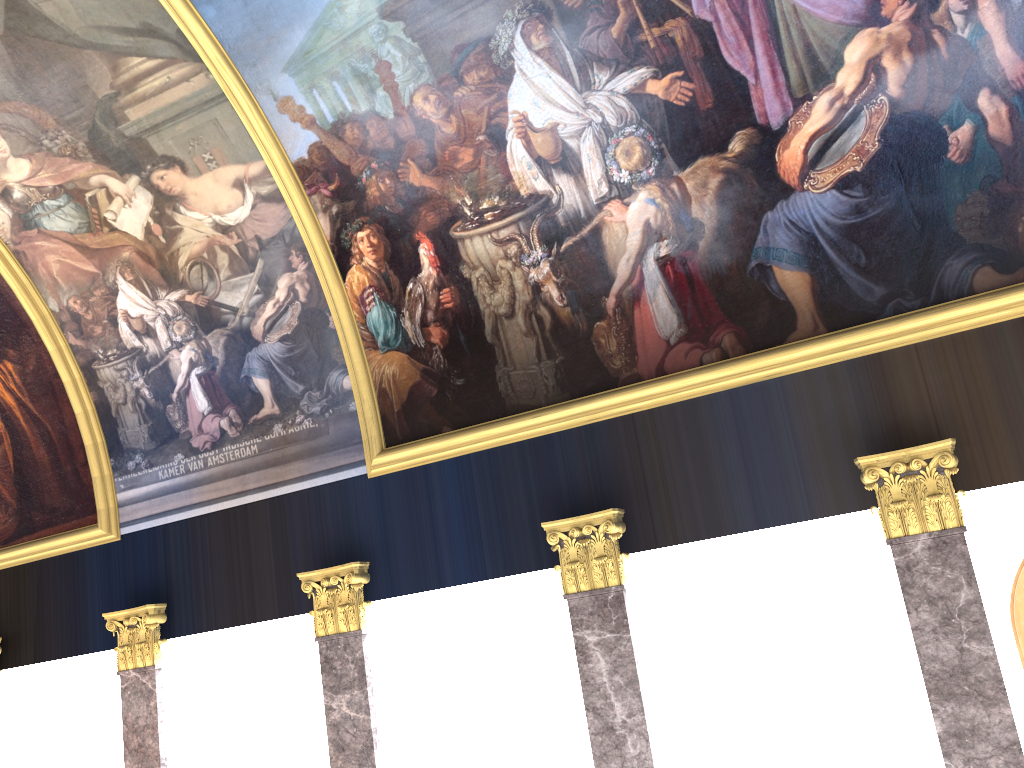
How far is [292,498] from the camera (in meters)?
11.77

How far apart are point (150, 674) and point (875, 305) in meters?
10.2 m

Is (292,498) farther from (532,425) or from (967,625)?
(967,625)
